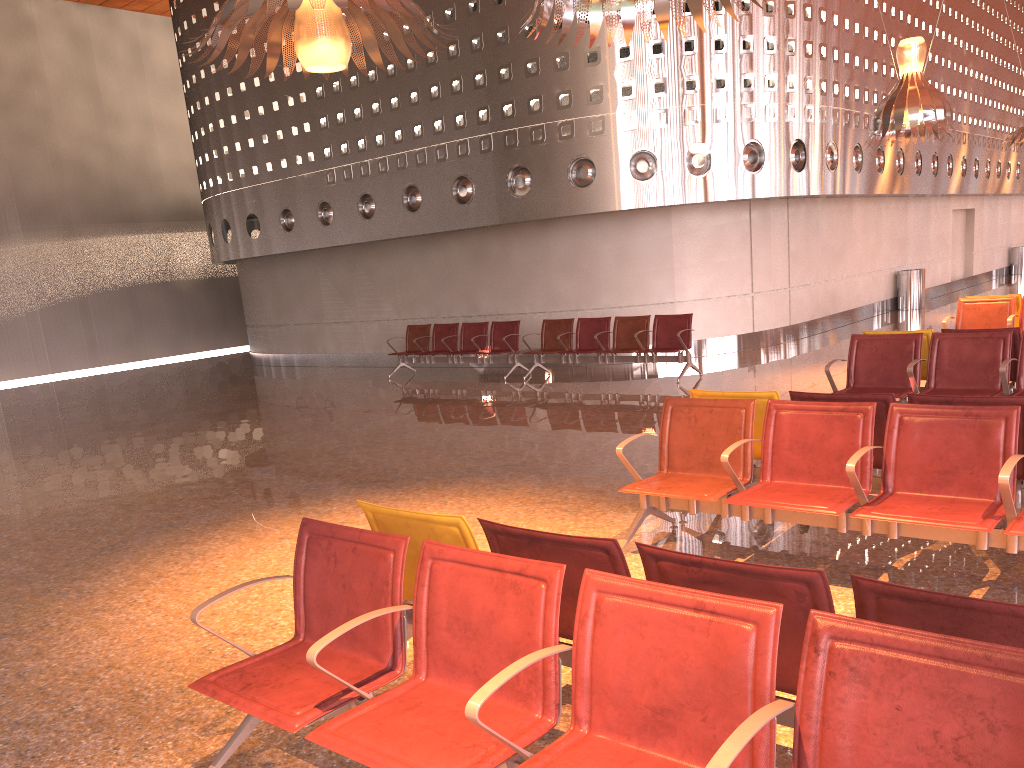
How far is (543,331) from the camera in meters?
13.6
